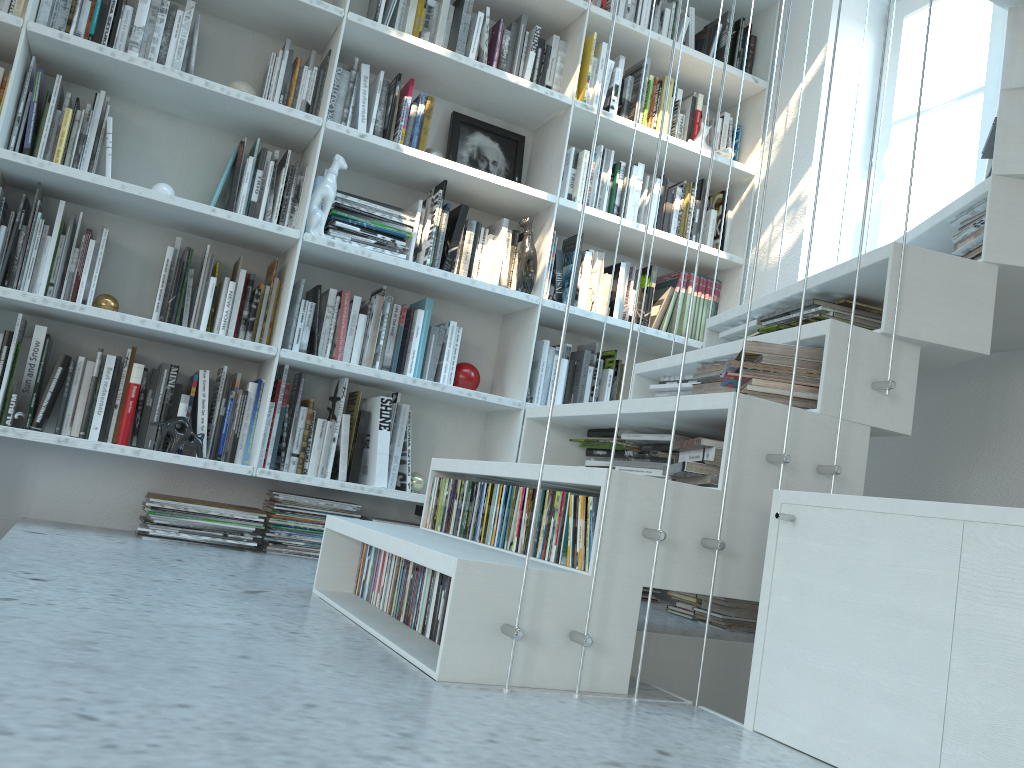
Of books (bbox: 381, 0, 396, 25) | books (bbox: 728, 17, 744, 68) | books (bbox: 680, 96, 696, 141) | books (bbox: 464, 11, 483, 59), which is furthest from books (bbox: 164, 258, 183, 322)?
books (bbox: 728, 17, 744, 68)

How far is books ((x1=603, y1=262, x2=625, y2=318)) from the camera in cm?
333

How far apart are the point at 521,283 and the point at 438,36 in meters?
0.9

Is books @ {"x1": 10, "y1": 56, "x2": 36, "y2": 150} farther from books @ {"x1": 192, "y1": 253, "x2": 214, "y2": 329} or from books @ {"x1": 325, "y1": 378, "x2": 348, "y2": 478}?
books @ {"x1": 325, "y1": 378, "x2": 348, "y2": 478}

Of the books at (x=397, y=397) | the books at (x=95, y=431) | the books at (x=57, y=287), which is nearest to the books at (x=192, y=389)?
the books at (x=95, y=431)

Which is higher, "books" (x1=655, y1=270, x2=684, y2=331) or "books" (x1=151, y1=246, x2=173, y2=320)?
"books" (x1=655, y1=270, x2=684, y2=331)

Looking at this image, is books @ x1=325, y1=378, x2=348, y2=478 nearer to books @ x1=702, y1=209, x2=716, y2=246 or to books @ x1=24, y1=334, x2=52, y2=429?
books @ x1=24, y1=334, x2=52, y2=429

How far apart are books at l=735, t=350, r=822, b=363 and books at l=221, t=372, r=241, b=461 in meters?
1.7

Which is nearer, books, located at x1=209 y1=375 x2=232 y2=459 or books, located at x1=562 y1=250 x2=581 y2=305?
books, located at x1=209 y1=375 x2=232 y2=459

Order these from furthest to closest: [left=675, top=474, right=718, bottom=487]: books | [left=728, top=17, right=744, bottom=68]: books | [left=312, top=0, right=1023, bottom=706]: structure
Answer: [left=728, top=17, right=744, bottom=68]: books → [left=675, top=474, right=718, bottom=487]: books → [left=312, top=0, right=1023, bottom=706]: structure
